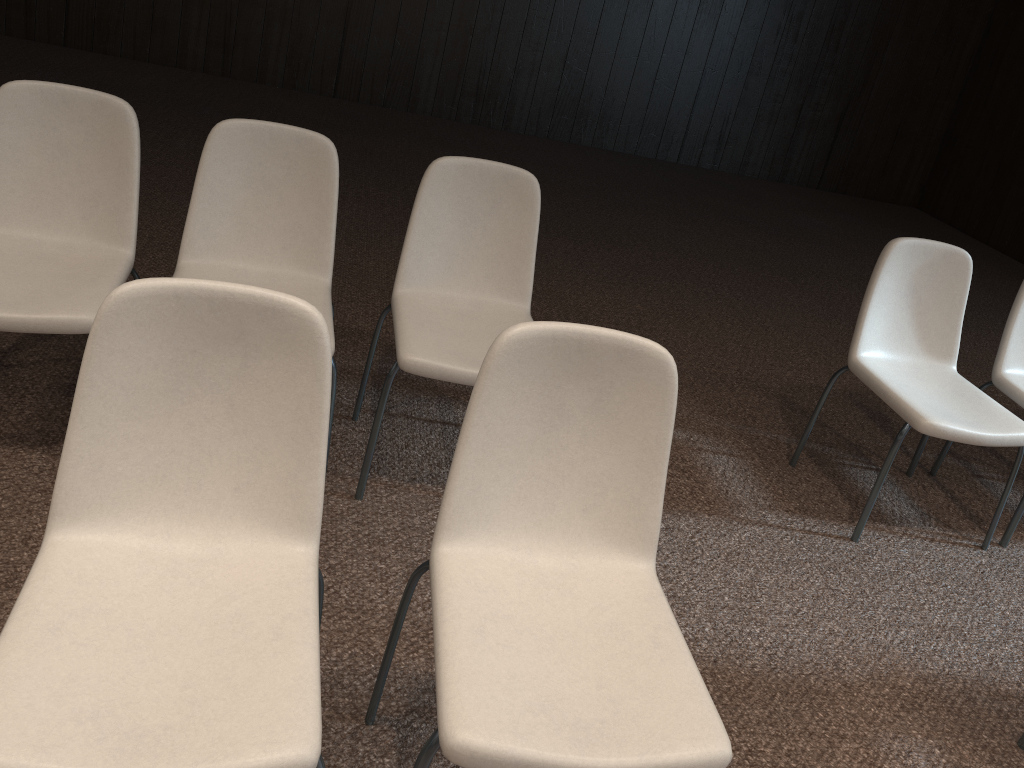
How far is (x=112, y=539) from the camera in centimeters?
147cm

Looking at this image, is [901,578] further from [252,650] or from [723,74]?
[723,74]

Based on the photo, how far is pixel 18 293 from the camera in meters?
2.2

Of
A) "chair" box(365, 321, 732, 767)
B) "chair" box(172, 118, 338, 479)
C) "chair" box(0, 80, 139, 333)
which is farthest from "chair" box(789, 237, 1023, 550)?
"chair" box(0, 80, 139, 333)

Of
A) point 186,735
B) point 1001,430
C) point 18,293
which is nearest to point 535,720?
point 186,735

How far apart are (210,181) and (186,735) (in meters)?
1.64

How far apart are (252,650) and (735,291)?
4.06m

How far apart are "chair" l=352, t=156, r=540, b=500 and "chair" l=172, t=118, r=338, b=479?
0.2m

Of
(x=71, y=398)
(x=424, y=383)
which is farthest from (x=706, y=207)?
(x=71, y=398)

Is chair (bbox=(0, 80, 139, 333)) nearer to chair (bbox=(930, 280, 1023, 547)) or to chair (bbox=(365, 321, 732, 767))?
chair (bbox=(365, 321, 732, 767))
